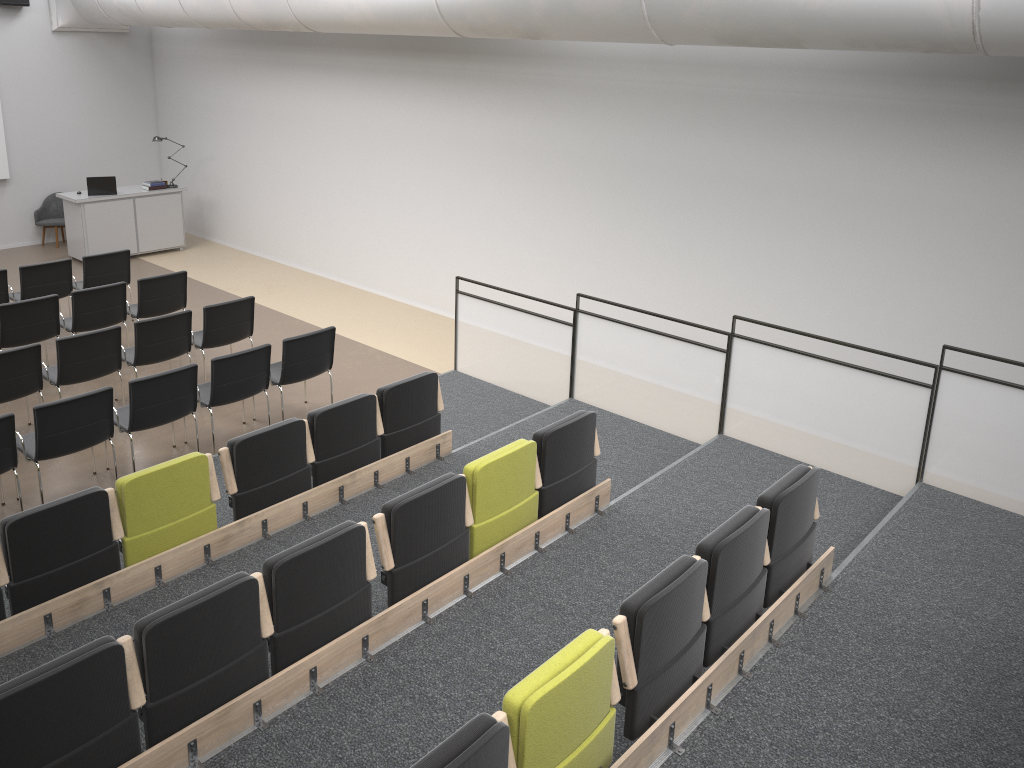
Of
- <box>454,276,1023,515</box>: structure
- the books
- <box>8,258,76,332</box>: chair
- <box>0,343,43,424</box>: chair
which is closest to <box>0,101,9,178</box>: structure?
the books

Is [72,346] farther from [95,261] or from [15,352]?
[95,261]

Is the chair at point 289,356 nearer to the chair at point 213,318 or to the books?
the chair at point 213,318

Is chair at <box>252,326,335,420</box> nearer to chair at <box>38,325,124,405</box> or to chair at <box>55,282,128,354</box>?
chair at <box>38,325,124,405</box>

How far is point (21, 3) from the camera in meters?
12.6 m

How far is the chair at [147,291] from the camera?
9.21m

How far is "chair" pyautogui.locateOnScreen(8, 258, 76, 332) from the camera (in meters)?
9.53

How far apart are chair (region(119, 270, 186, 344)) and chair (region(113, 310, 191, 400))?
0.99m

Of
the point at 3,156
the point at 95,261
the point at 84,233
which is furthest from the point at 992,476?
the point at 3,156

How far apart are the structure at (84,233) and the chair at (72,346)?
5.5 meters
